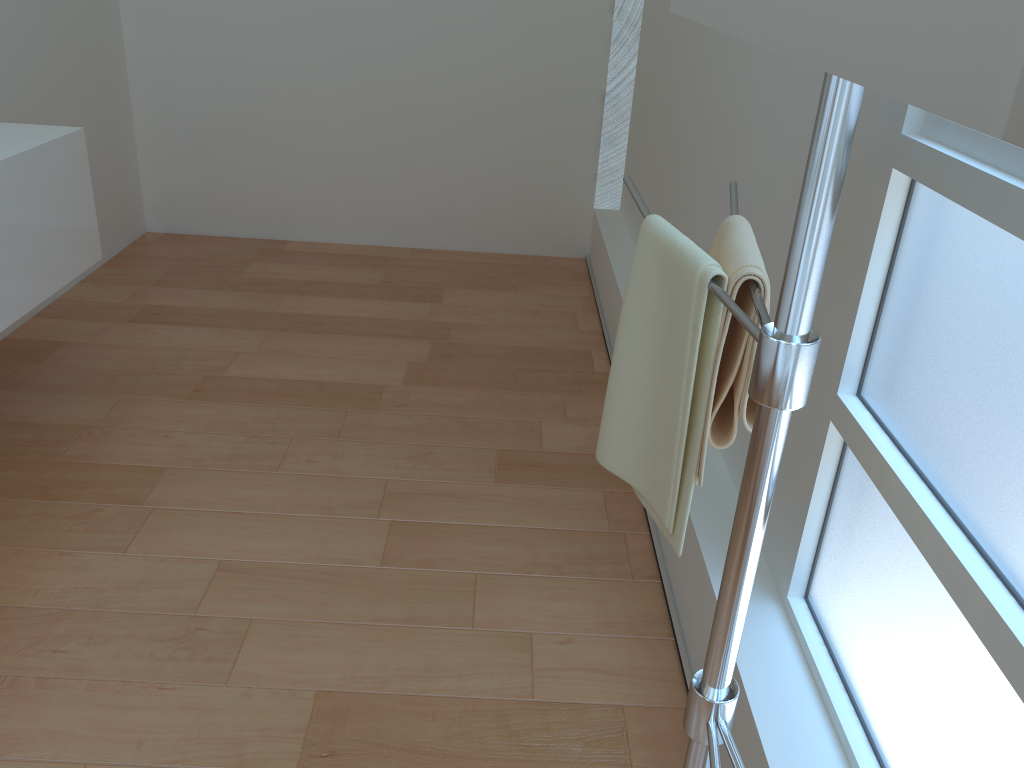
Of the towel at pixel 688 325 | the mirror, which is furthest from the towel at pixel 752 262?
the mirror

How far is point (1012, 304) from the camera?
1.0 meters

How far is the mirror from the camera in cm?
36

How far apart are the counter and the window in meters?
1.9 m

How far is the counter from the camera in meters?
2.1

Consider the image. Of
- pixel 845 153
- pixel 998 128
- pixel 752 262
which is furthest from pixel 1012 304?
pixel 998 128

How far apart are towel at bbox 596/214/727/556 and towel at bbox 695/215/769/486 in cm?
1

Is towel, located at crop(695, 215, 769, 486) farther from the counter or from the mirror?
the counter

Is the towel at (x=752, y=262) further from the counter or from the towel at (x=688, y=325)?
the counter

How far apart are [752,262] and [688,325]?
0.1 meters
